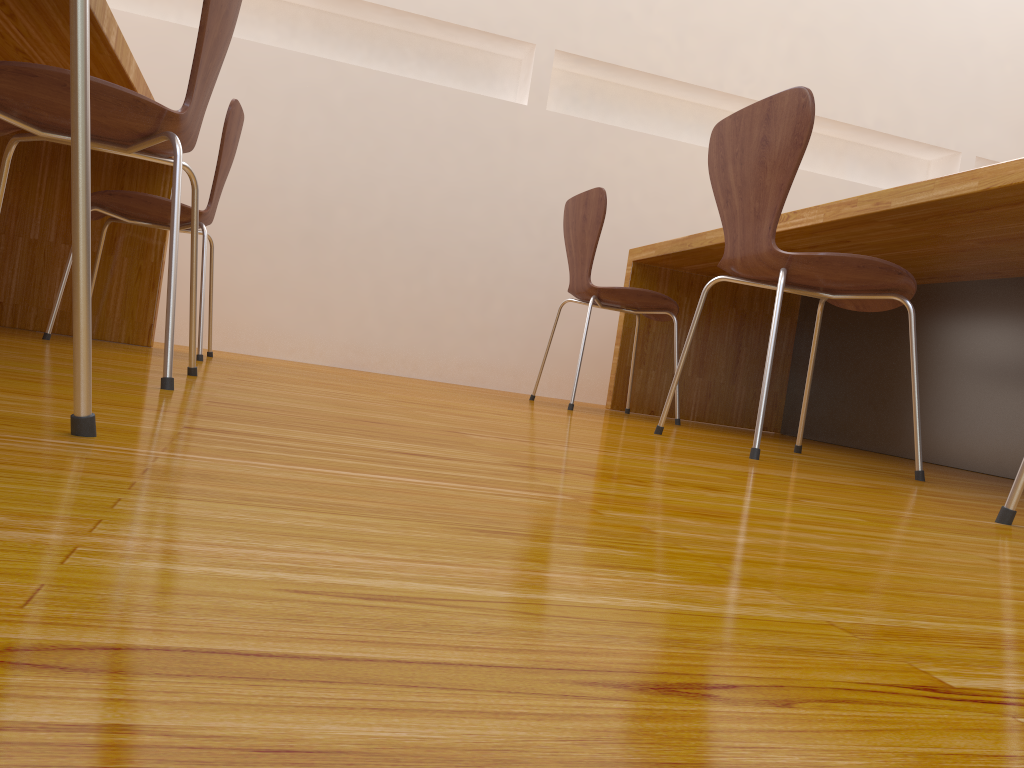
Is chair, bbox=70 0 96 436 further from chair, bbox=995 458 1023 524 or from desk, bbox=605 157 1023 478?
desk, bbox=605 157 1023 478

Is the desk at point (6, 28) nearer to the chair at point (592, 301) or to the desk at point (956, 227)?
the chair at point (592, 301)

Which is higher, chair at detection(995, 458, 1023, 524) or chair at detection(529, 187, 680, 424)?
chair at detection(529, 187, 680, 424)

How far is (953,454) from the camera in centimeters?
261cm

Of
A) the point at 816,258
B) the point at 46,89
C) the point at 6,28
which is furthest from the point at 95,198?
the point at 816,258

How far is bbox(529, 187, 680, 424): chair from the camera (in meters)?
2.74

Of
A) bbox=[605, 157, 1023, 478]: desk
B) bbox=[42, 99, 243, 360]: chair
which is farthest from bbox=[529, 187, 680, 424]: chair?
bbox=[42, 99, 243, 360]: chair

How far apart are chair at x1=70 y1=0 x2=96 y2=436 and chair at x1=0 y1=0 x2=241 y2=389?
0.6 meters

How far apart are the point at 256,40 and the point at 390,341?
1.4m

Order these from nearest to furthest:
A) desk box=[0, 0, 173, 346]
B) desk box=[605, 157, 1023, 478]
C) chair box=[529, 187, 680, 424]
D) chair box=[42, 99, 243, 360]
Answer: desk box=[0, 0, 173, 346], desk box=[605, 157, 1023, 478], chair box=[42, 99, 243, 360], chair box=[529, 187, 680, 424]
